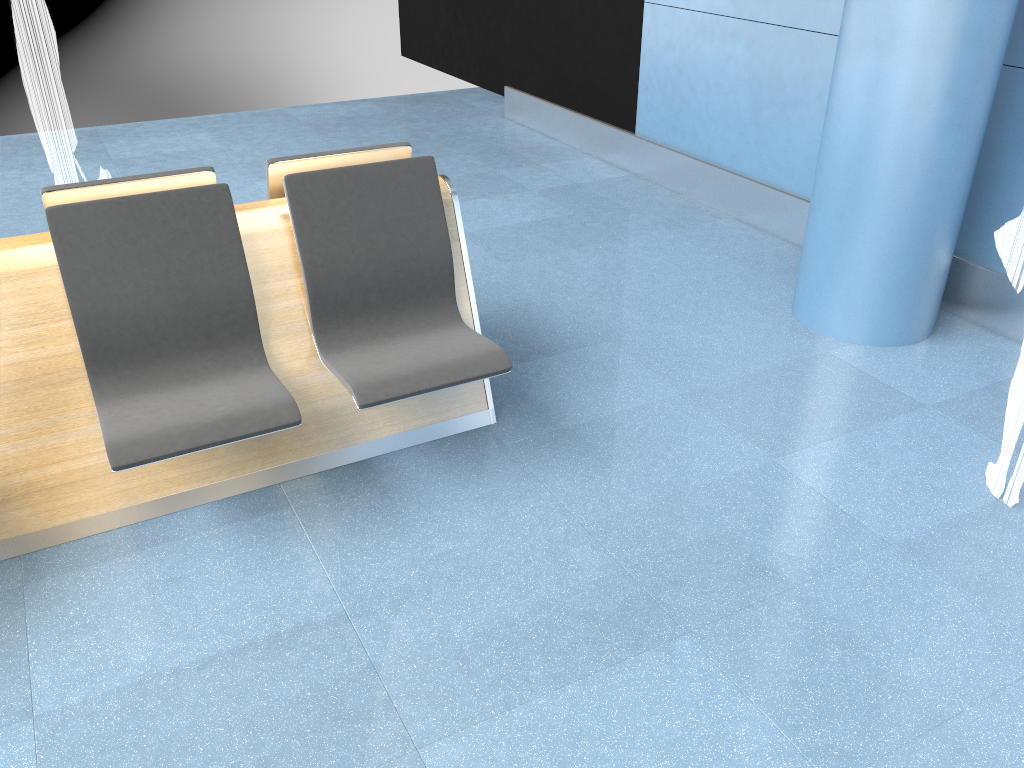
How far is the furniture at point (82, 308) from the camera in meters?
2.4

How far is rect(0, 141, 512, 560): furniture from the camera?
2.4 meters

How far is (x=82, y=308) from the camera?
2.4 meters
